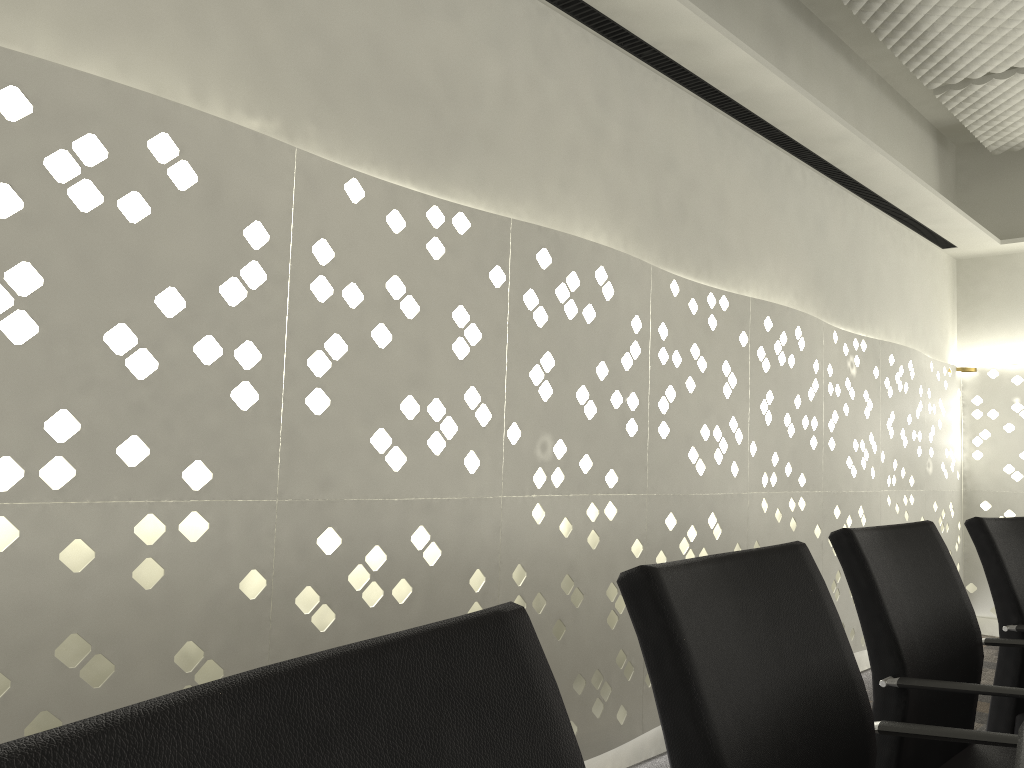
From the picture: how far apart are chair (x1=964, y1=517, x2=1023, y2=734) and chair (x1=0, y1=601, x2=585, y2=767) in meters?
1.6

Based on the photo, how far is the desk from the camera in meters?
0.6

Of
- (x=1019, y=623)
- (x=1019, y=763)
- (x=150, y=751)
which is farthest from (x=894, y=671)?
(x=150, y=751)

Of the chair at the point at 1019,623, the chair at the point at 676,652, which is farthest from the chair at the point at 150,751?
the chair at the point at 1019,623

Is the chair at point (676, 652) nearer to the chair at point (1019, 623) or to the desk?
the desk

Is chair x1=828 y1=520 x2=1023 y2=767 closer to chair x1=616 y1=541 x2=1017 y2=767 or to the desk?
chair x1=616 y1=541 x2=1017 y2=767

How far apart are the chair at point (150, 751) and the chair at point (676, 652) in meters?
0.2

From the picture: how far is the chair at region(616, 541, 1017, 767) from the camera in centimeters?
75cm

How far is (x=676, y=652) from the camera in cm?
75

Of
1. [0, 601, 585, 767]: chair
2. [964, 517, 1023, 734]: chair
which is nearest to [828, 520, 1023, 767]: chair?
[964, 517, 1023, 734]: chair
